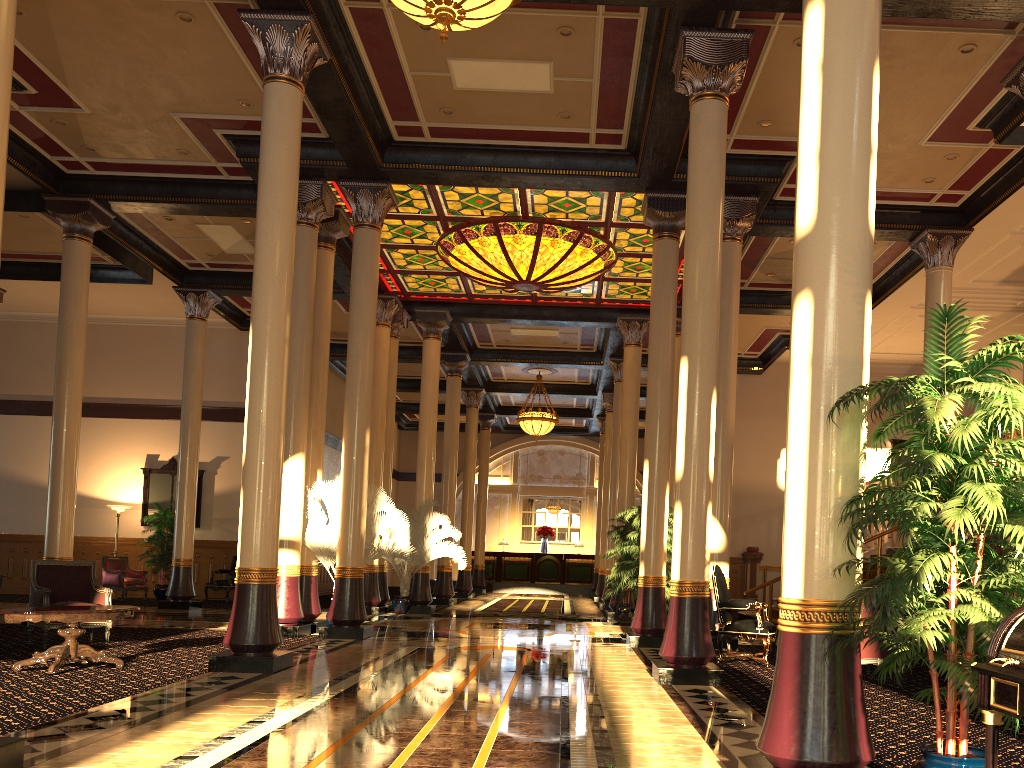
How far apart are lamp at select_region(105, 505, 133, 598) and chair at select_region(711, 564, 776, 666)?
14.4m

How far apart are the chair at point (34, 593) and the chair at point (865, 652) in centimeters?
758cm

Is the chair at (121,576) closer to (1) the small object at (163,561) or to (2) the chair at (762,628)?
(1) the small object at (163,561)

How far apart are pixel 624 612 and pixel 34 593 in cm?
963

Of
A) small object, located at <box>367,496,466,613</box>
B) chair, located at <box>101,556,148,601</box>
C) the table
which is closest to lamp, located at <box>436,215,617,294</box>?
small object, located at <box>367,496,466,613</box>

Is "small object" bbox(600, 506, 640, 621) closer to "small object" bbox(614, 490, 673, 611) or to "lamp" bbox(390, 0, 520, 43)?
"small object" bbox(614, 490, 673, 611)

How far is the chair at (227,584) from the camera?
18.34m

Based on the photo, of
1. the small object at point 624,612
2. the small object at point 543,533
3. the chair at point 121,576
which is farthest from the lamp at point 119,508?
the small object at point 543,533

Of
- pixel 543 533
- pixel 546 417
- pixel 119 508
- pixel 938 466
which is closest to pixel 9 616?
pixel 938 466

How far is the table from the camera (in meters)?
7.13
